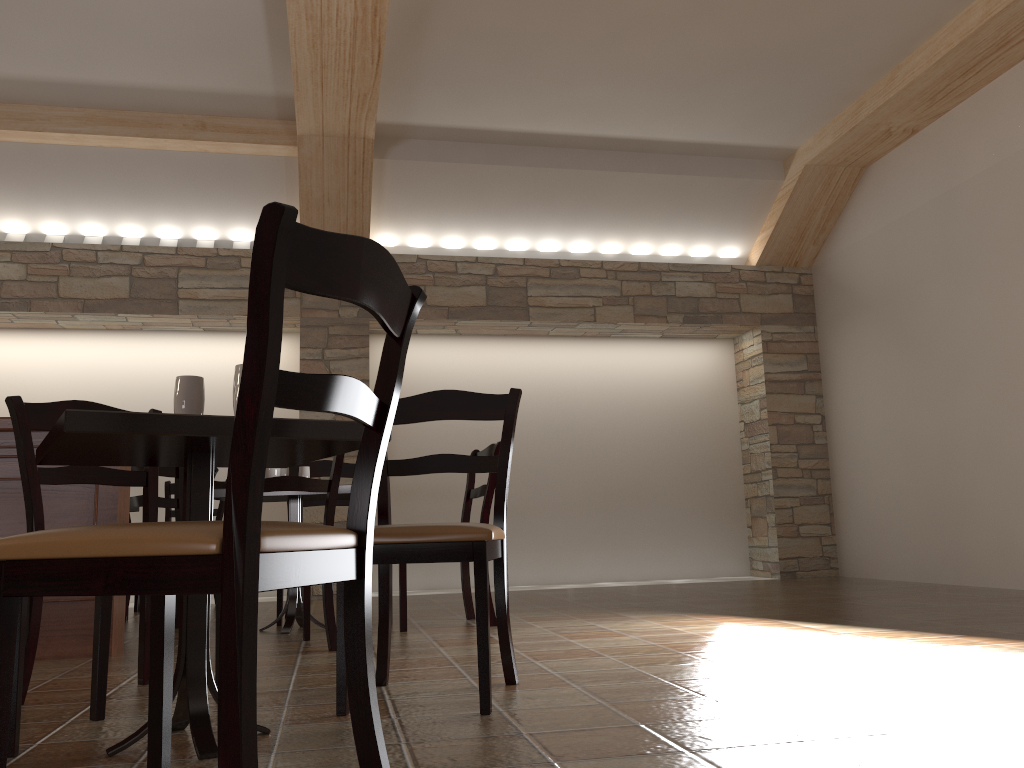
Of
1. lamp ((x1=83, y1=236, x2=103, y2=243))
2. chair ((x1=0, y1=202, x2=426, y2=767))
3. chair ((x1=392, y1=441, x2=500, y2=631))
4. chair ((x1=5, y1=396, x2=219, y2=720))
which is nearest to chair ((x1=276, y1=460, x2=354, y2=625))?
chair ((x1=392, y1=441, x2=500, y2=631))

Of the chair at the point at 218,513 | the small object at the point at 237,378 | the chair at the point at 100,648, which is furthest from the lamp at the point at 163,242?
the small object at the point at 237,378

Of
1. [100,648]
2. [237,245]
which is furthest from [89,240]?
[100,648]

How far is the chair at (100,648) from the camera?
2.15m

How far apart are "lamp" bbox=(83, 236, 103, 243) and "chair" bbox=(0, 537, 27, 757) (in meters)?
5.20

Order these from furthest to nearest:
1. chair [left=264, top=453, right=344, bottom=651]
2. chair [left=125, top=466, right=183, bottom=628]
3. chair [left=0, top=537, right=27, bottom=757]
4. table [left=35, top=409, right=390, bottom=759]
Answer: chair [left=125, top=466, right=183, bottom=628]
chair [left=264, top=453, right=344, bottom=651]
chair [left=0, top=537, right=27, bottom=757]
table [left=35, top=409, right=390, bottom=759]

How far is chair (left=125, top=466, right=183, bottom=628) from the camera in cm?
427

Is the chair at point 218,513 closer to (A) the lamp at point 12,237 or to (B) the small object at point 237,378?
(A) the lamp at point 12,237

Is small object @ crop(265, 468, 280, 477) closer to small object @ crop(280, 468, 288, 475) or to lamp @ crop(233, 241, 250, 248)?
small object @ crop(280, 468, 288, 475)

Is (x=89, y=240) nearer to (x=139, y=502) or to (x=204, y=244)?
(x=204, y=244)
